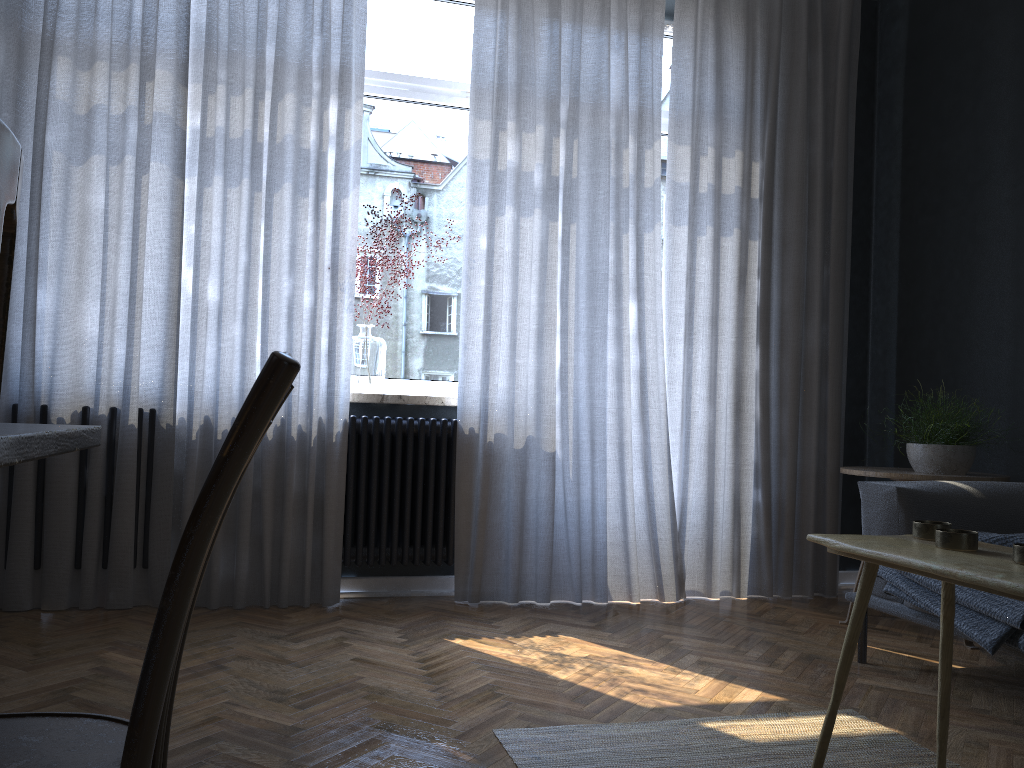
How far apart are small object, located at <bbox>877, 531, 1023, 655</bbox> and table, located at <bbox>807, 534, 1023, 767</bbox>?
0.5m

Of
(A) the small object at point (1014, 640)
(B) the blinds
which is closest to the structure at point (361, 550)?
(B) the blinds

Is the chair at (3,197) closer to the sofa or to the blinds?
the sofa

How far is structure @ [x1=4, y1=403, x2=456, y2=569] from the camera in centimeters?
350cm

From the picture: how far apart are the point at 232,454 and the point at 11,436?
0.2 meters

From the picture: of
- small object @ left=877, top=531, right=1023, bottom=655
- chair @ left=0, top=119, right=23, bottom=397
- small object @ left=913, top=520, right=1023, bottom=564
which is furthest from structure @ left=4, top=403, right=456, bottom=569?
chair @ left=0, top=119, right=23, bottom=397

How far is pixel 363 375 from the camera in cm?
365

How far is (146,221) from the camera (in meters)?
3.30

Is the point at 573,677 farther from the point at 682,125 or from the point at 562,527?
the point at 682,125

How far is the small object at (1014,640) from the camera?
2.19m
